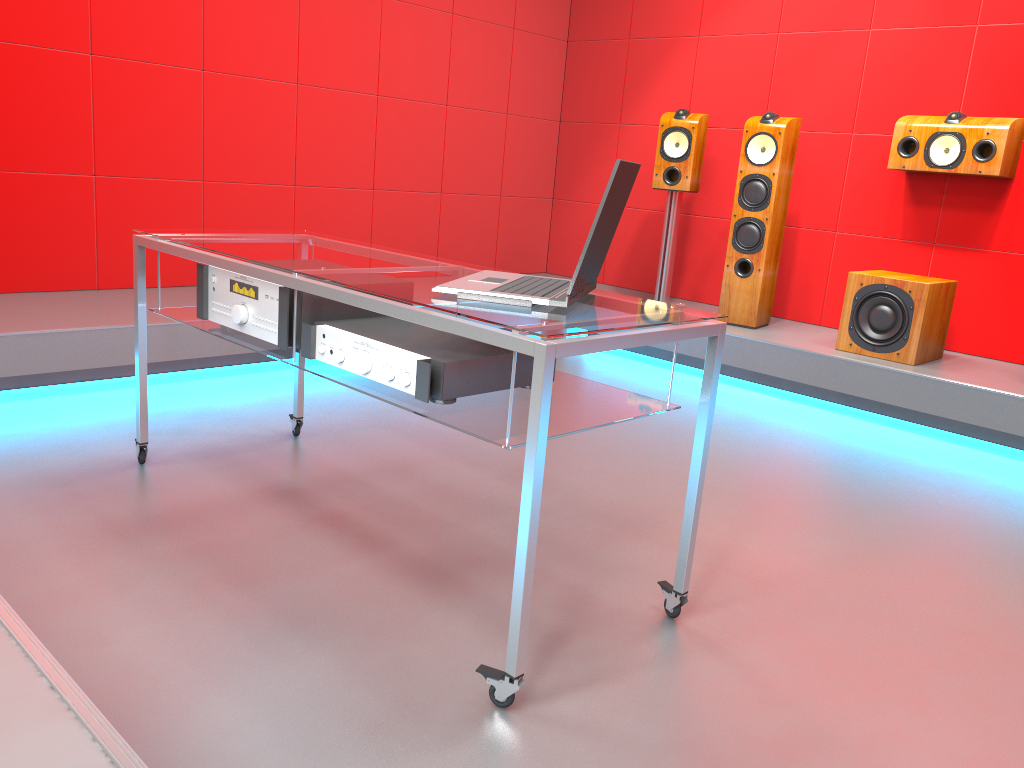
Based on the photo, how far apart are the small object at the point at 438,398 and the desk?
0.02m

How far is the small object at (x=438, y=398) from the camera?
1.7 meters

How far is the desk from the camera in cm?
149

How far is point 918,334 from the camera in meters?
3.8 m

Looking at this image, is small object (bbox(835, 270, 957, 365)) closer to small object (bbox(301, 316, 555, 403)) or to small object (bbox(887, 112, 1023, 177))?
small object (bbox(887, 112, 1023, 177))

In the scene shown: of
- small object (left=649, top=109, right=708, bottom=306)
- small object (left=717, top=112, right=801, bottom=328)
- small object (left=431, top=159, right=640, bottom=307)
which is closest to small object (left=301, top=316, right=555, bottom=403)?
small object (left=431, top=159, right=640, bottom=307)

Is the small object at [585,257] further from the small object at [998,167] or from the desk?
the small object at [998,167]

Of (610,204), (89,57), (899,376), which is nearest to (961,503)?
(899,376)

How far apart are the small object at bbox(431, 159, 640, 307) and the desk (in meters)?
0.01

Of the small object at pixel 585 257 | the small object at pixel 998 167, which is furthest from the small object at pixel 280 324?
the small object at pixel 998 167
